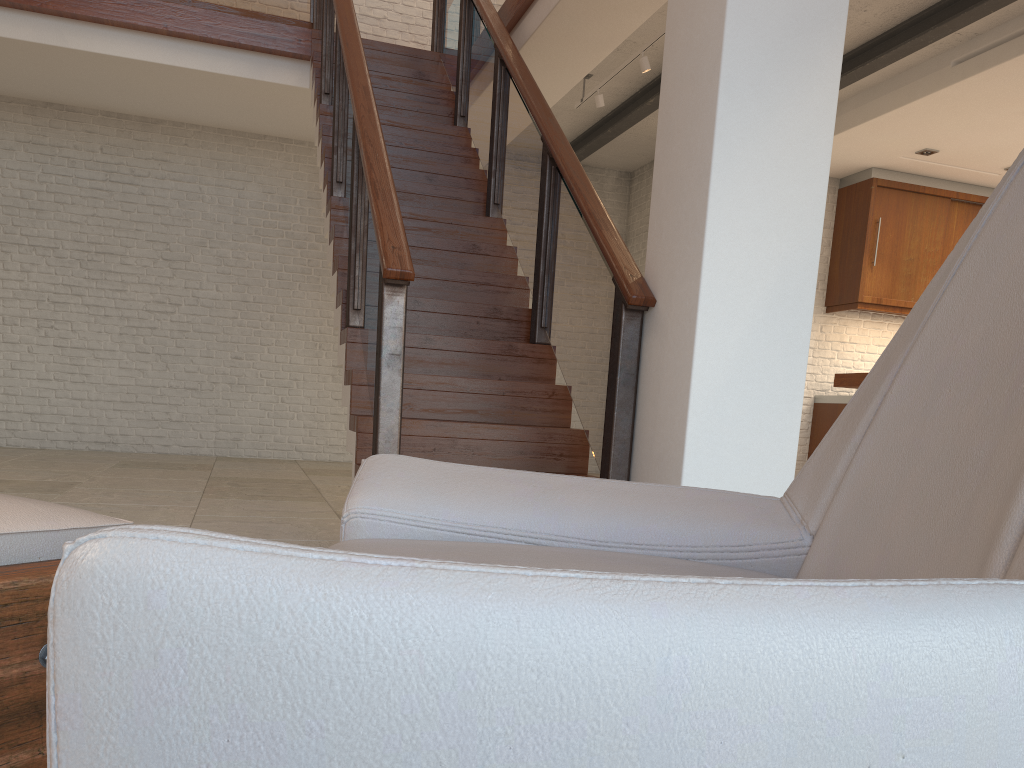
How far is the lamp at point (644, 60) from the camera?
5.8m

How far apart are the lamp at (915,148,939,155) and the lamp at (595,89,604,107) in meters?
2.8 m

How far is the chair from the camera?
0.4 meters

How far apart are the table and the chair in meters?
0.4 m

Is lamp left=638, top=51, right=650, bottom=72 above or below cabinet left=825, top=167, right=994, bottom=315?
above

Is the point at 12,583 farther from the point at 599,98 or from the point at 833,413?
the point at 833,413

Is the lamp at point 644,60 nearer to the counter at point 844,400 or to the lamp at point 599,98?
the lamp at point 599,98

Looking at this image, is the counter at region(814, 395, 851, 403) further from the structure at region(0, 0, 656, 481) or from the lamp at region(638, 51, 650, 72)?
the structure at region(0, 0, 656, 481)

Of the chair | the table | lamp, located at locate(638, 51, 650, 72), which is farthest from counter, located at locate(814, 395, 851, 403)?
the table

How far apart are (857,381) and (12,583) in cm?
443
